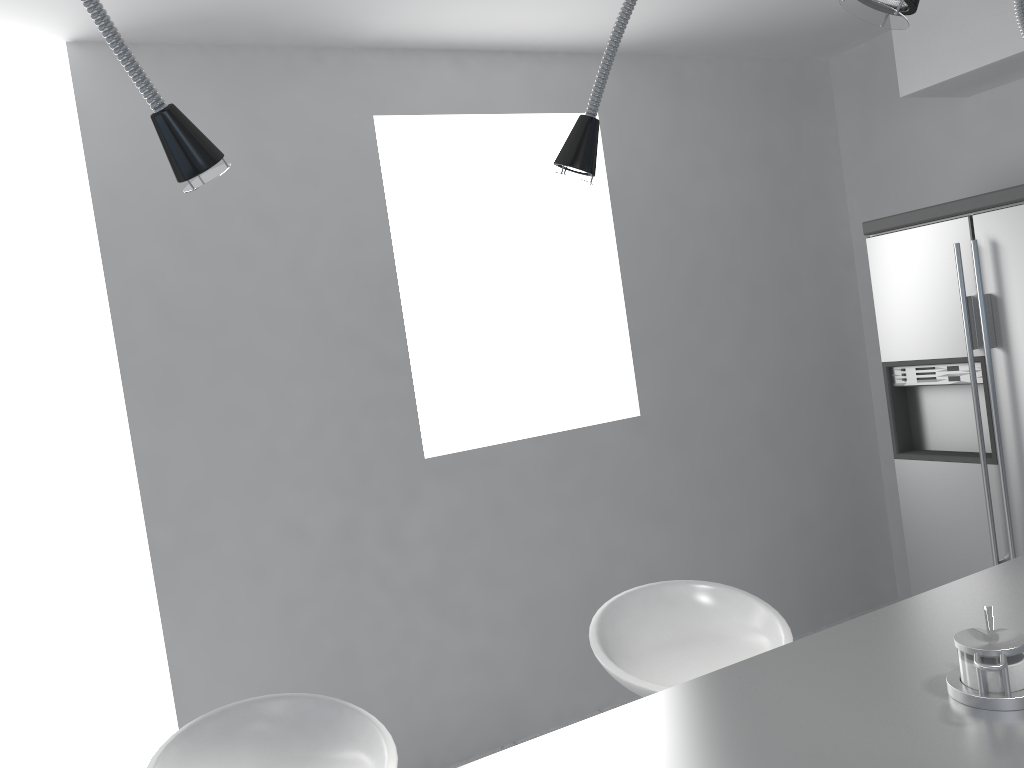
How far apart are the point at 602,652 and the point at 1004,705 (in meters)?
0.94

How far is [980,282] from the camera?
3.05m

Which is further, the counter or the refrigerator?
the refrigerator

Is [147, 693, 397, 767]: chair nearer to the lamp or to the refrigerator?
the lamp

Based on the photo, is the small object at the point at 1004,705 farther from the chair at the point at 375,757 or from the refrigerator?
the refrigerator

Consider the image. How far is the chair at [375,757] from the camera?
1.7 meters

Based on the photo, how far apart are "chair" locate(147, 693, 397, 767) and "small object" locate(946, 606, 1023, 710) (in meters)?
0.98

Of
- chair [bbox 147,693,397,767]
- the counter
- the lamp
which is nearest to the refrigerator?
the counter

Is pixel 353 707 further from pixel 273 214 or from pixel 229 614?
pixel 273 214

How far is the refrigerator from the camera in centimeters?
305cm
